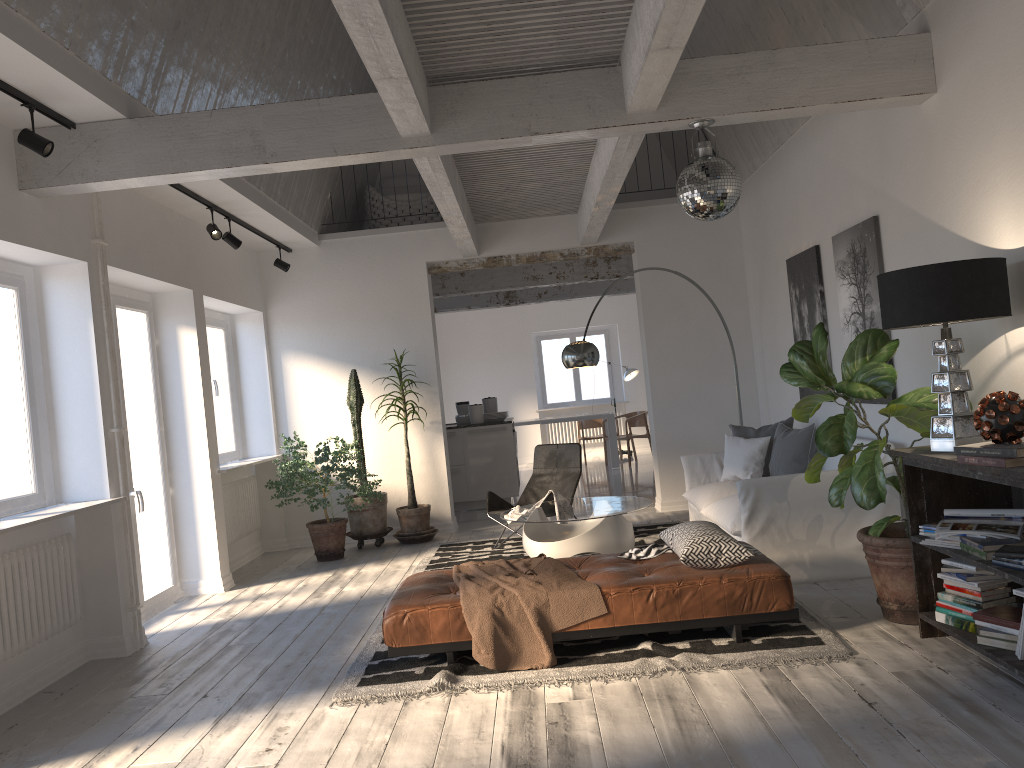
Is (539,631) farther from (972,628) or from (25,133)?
(25,133)

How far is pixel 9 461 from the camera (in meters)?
4.90

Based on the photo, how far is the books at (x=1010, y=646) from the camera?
3.5 meters

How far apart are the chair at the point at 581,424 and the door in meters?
8.7

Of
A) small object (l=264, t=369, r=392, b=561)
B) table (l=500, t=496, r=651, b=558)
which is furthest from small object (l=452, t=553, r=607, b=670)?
small object (l=264, t=369, r=392, b=561)

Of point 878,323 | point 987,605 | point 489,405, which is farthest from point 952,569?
point 489,405

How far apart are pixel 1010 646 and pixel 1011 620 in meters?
0.1

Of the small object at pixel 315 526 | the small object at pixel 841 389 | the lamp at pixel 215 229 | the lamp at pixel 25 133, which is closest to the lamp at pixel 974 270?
the small object at pixel 841 389

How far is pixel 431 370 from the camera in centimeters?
885cm

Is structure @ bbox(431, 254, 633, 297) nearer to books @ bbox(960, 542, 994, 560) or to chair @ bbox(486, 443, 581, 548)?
chair @ bbox(486, 443, 581, 548)
